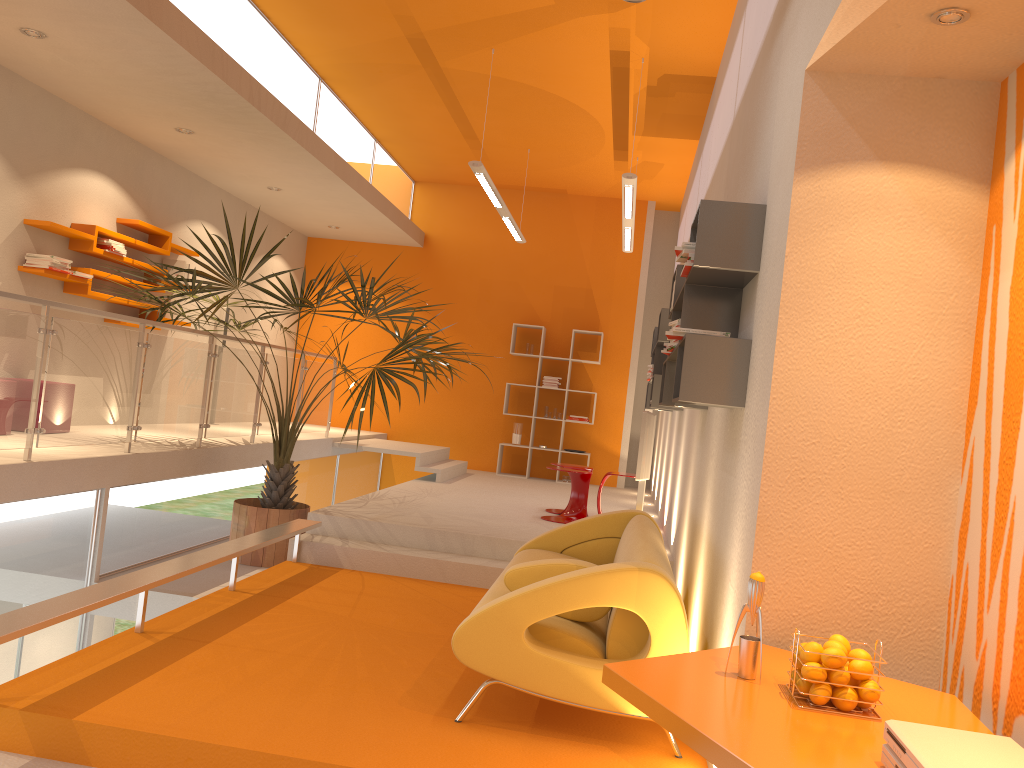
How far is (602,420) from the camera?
11.8 meters

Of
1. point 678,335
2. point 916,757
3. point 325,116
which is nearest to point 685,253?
point 678,335

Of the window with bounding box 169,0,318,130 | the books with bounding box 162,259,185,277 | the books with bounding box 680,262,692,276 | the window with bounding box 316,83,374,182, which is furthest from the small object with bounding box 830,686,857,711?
the books with bounding box 162,259,185,277

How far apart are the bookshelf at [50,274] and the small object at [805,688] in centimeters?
635cm

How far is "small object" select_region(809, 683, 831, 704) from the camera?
2.2m

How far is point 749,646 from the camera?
2.4m

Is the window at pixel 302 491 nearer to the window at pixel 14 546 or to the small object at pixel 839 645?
the window at pixel 14 546

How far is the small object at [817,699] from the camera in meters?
2.2 m

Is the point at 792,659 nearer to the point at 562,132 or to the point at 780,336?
the point at 780,336

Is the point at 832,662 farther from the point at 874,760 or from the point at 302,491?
the point at 302,491
